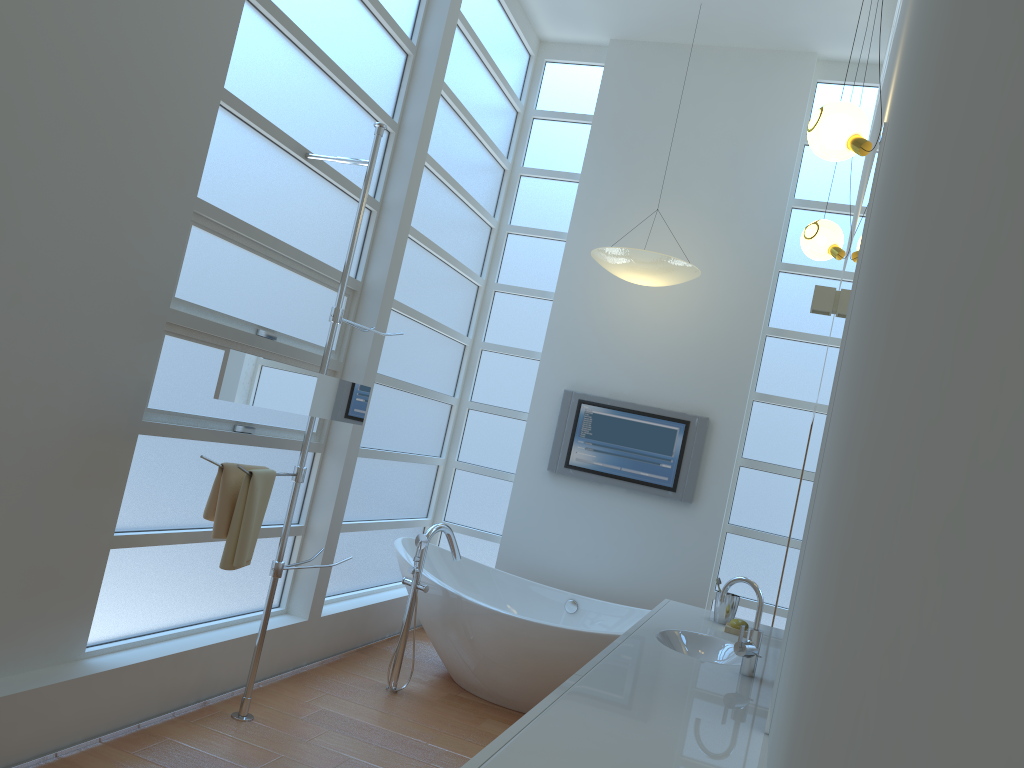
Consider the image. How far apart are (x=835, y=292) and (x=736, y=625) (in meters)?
1.67

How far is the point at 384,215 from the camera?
4.3 meters

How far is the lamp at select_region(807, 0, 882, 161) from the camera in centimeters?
233cm

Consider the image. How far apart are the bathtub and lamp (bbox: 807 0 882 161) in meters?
2.5

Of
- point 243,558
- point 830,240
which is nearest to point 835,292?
point 830,240

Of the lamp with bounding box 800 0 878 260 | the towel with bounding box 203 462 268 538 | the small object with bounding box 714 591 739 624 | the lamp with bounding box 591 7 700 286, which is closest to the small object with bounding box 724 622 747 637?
the small object with bounding box 714 591 739 624

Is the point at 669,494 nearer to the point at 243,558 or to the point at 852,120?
the point at 243,558

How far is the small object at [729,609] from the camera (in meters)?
3.42

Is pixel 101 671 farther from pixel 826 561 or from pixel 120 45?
pixel 826 561

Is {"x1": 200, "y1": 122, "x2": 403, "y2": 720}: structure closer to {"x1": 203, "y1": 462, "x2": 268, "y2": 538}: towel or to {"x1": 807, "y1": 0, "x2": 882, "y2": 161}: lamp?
{"x1": 203, "y1": 462, "x2": 268, "y2": 538}: towel
